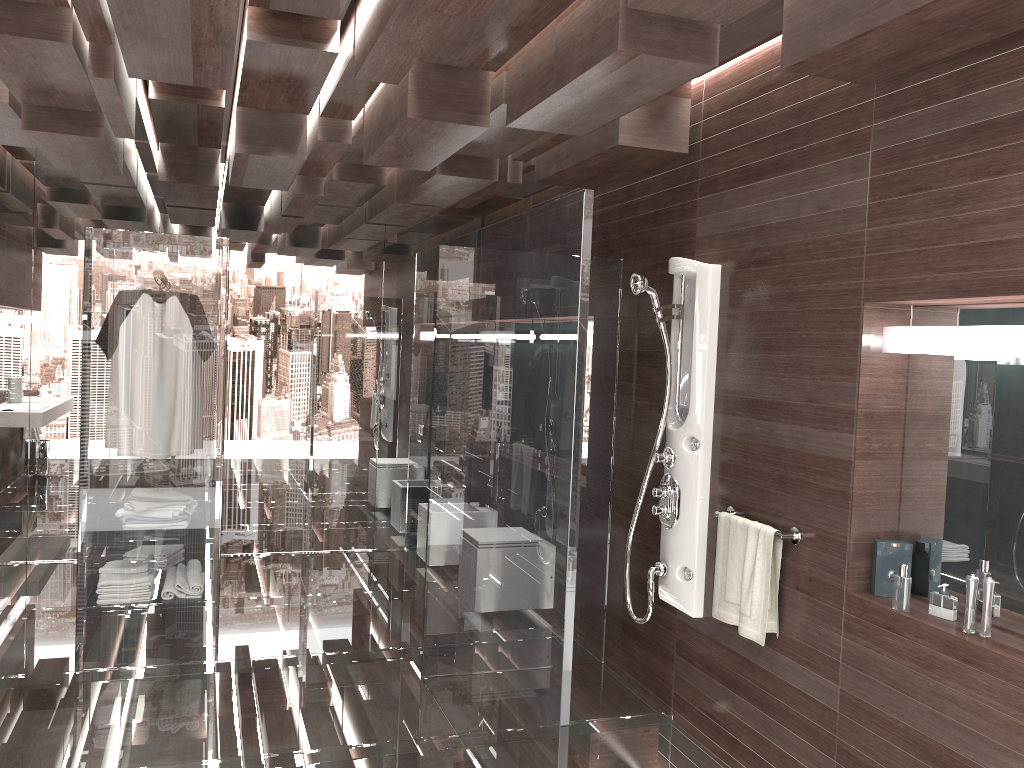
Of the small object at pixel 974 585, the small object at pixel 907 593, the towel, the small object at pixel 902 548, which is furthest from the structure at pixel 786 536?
the small object at pixel 974 585

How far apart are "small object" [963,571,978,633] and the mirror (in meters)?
0.13

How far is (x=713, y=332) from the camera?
3.6m

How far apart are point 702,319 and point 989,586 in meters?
1.5 m

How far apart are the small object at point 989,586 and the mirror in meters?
0.1

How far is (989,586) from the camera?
2.4m

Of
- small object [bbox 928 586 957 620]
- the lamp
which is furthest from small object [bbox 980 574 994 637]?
the lamp

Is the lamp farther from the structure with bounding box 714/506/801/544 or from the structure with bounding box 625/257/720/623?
the structure with bounding box 625/257/720/623

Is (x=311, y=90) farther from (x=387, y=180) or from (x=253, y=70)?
(x=387, y=180)

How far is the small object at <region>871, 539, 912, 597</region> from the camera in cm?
277
